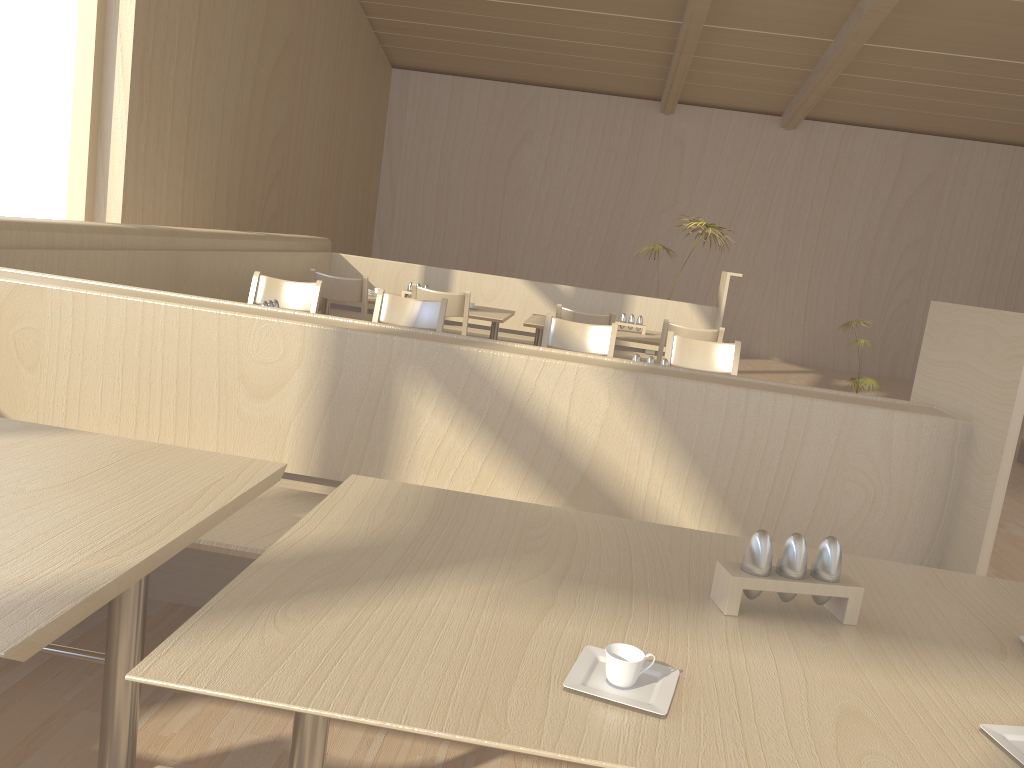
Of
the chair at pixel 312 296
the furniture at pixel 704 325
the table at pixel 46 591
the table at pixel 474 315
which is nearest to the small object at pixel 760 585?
the table at pixel 46 591

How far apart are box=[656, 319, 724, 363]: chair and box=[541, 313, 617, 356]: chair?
0.9 meters

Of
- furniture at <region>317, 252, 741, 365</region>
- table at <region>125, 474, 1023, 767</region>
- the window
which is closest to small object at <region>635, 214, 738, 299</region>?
furniture at <region>317, 252, 741, 365</region>

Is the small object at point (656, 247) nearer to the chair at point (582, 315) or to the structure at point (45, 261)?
the chair at point (582, 315)

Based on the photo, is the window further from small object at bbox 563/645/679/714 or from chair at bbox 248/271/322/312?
small object at bbox 563/645/679/714

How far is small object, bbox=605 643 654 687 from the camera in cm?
96

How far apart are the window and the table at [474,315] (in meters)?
1.68

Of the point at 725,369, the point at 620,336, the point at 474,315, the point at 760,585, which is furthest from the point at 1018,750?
the point at 474,315

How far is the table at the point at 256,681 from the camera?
0.9m

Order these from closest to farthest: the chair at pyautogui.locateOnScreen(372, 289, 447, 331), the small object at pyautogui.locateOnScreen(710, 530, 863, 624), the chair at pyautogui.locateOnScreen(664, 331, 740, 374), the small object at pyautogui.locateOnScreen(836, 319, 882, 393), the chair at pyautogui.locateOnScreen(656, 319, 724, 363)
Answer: the small object at pyautogui.locateOnScreen(710, 530, 863, 624), the chair at pyautogui.locateOnScreen(664, 331, 740, 374), the chair at pyautogui.locateOnScreen(372, 289, 447, 331), the chair at pyautogui.locateOnScreen(656, 319, 724, 363), the small object at pyautogui.locateOnScreen(836, 319, 882, 393)
